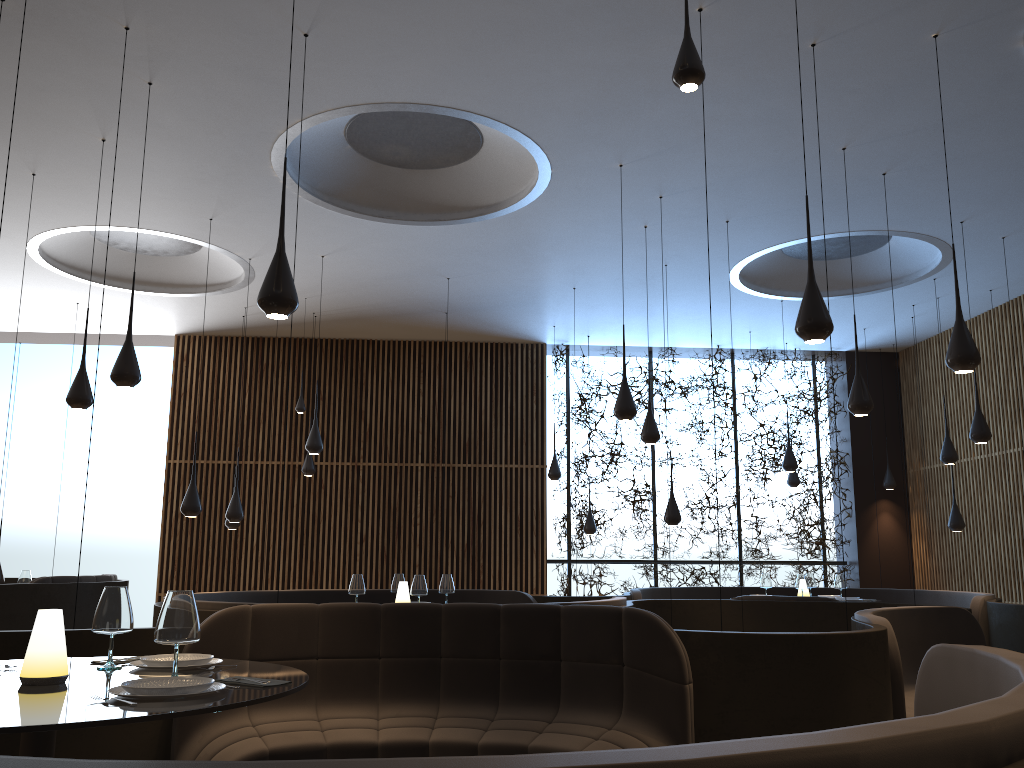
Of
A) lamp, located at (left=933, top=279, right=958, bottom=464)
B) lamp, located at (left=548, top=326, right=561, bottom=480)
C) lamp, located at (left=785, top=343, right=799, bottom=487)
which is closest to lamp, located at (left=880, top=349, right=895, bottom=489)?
lamp, located at (left=785, top=343, right=799, bottom=487)

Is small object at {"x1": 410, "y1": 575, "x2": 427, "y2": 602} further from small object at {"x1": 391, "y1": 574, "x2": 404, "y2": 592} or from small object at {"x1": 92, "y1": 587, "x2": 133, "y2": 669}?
small object at {"x1": 92, "y1": 587, "x2": 133, "y2": 669}

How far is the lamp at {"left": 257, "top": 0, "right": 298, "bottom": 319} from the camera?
4.2 meters

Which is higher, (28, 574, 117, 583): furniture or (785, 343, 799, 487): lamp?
(785, 343, 799, 487): lamp

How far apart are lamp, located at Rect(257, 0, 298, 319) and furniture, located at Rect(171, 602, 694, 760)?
1.48m

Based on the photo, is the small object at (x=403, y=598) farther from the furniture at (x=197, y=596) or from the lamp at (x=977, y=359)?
the lamp at (x=977, y=359)

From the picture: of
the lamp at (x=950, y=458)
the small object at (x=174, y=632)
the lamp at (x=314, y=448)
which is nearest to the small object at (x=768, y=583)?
the lamp at (x=950, y=458)

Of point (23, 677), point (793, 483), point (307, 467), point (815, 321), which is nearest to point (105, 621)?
point (23, 677)

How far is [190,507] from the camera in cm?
826

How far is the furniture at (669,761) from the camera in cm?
113
